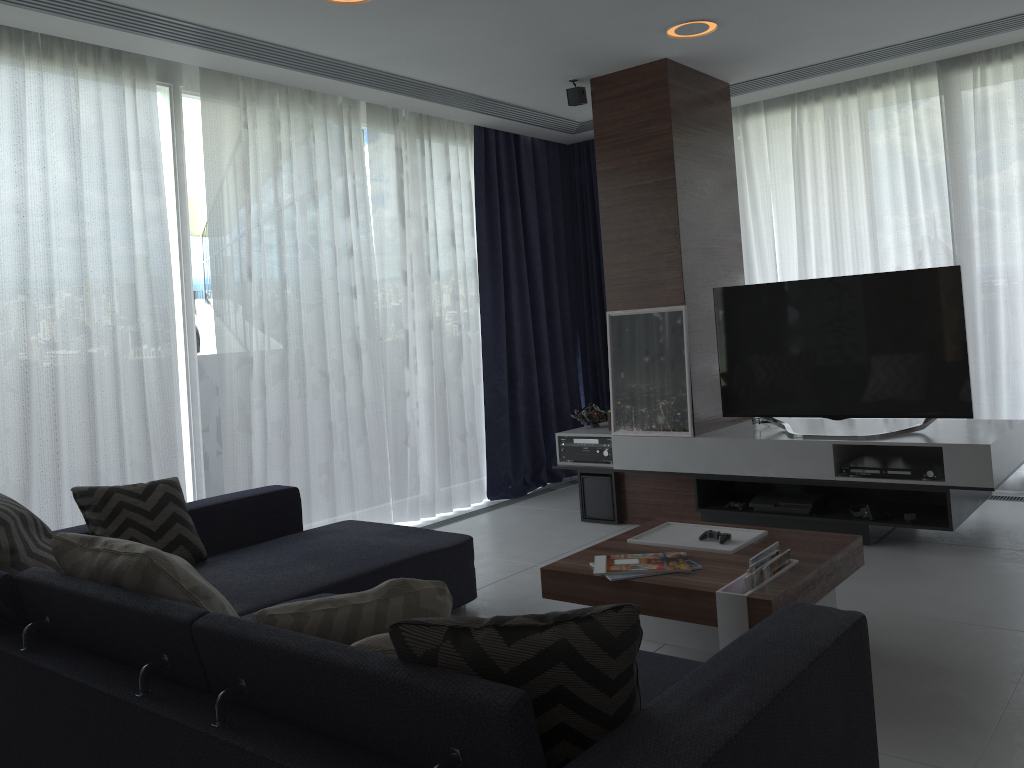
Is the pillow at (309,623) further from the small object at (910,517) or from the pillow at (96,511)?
the small object at (910,517)

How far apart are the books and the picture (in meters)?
1.82

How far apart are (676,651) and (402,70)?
3.2m

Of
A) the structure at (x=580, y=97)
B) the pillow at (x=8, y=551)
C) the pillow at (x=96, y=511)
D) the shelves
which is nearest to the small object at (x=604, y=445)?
the shelves

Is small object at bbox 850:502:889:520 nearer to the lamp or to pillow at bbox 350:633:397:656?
the lamp

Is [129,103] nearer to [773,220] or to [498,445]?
[498,445]

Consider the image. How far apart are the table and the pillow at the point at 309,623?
1.1m

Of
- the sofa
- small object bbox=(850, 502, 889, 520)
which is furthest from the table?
small object bbox=(850, 502, 889, 520)

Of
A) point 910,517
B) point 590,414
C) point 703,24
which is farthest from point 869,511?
point 703,24

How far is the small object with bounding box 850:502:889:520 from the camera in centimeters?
419cm
